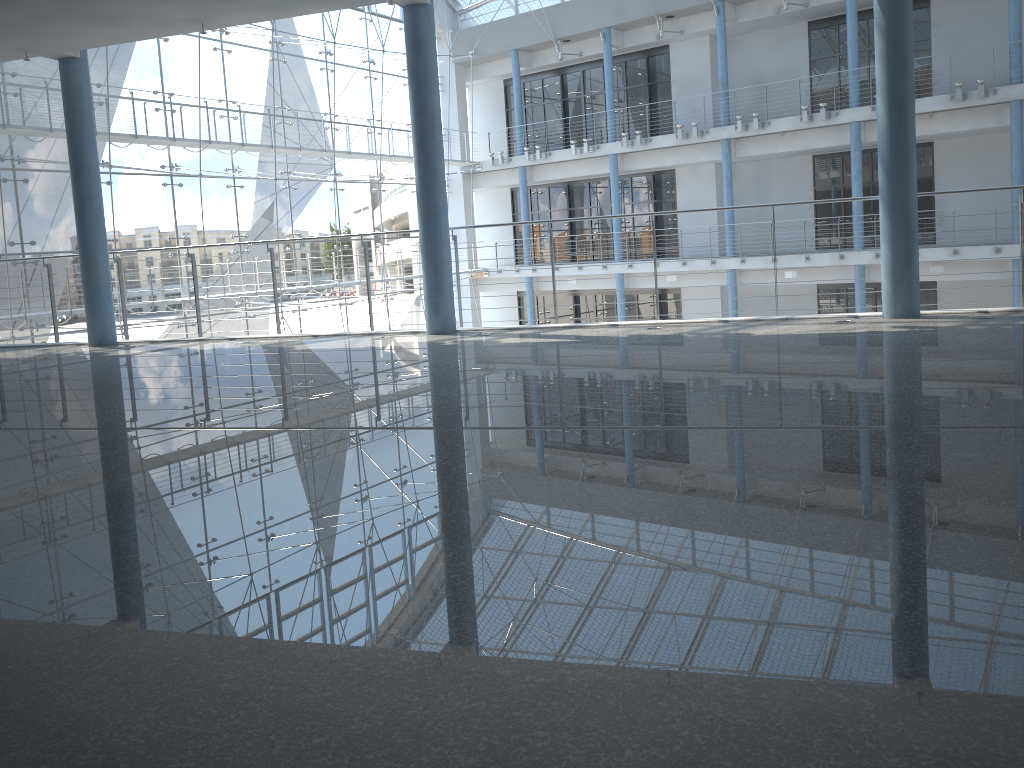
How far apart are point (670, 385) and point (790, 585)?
0.35m

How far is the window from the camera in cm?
263

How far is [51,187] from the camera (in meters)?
2.63

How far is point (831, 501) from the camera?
0.33m

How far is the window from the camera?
2.63m
